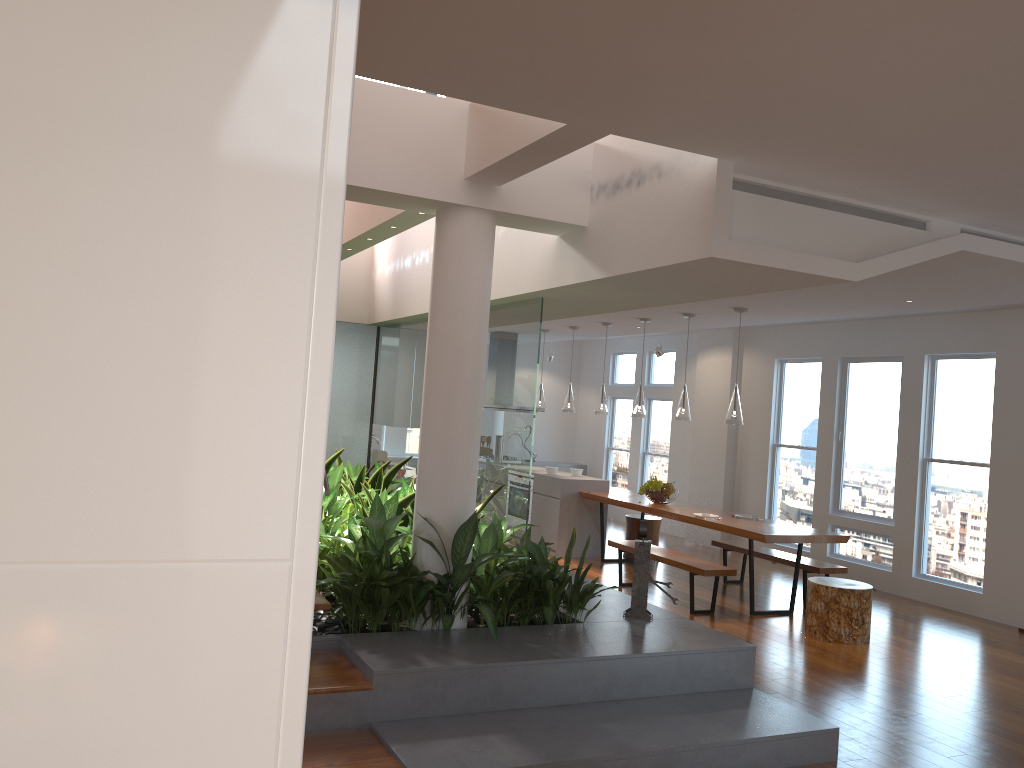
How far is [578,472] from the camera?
9.8 meters

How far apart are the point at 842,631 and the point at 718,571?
0.99m

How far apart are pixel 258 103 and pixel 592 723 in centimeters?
351cm

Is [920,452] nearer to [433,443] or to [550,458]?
[433,443]

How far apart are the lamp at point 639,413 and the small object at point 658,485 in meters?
0.7

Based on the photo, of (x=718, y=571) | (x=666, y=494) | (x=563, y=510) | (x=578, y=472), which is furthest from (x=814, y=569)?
(x=578, y=472)

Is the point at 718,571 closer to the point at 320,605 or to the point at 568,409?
the point at 568,409

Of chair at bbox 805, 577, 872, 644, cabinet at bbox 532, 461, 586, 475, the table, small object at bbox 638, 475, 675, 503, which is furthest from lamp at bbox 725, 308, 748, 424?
cabinet at bbox 532, 461, 586, 475

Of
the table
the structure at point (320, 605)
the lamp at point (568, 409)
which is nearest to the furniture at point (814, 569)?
the table

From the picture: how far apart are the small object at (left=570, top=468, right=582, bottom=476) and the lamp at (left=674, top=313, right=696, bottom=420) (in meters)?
1.98
